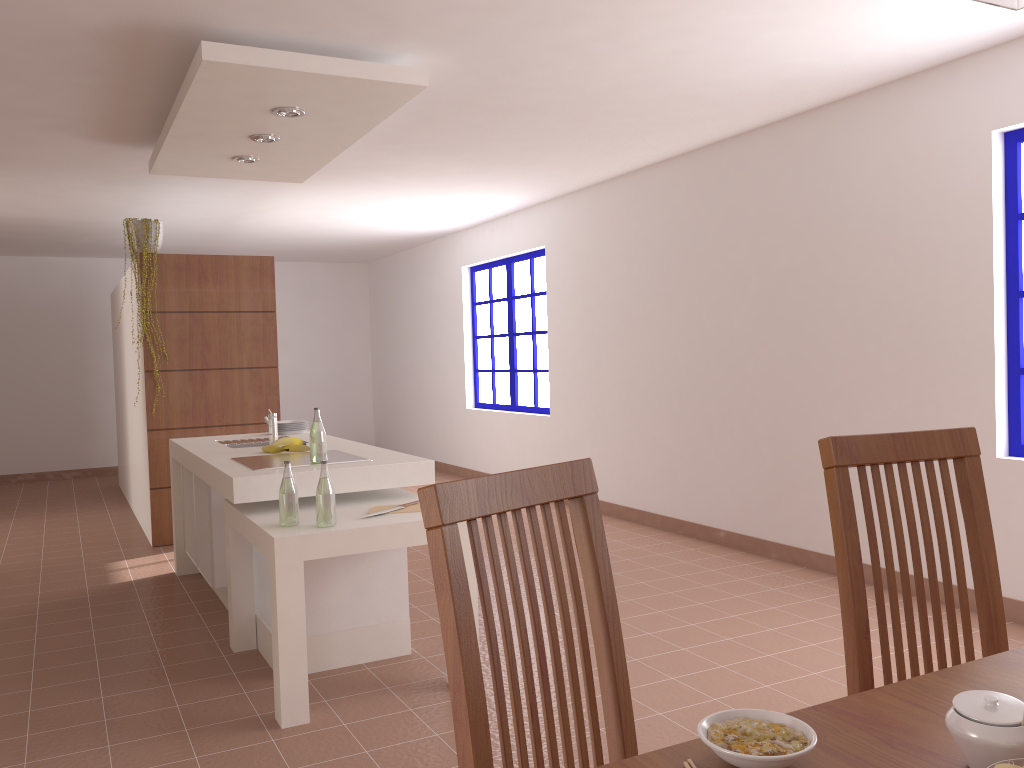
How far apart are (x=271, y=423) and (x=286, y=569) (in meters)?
1.72

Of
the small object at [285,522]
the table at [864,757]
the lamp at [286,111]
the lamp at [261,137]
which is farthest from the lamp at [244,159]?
the table at [864,757]

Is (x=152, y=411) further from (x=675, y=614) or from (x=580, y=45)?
(x=580, y=45)

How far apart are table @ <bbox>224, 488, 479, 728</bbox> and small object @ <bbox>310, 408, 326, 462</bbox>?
0.18m

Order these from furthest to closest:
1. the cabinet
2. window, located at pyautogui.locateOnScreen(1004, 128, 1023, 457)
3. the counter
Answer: window, located at pyautogui.locateOnScreen(1004, 128, 1023, 457) → the cabinet → the counter

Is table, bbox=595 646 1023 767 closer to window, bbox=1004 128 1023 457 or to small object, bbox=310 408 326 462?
small object, bbox=310 408 326 462

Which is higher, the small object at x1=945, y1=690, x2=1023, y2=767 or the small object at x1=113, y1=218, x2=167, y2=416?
the small object at x1=113, y1=218, x2=167, y2=416

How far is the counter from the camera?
3.4 meters

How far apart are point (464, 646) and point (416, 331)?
9.1 meters

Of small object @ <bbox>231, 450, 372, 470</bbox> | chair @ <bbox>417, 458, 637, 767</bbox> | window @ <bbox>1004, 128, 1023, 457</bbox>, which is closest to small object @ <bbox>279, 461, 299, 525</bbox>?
small object @ <bbox>231, 450, 372, 470</bbox>
